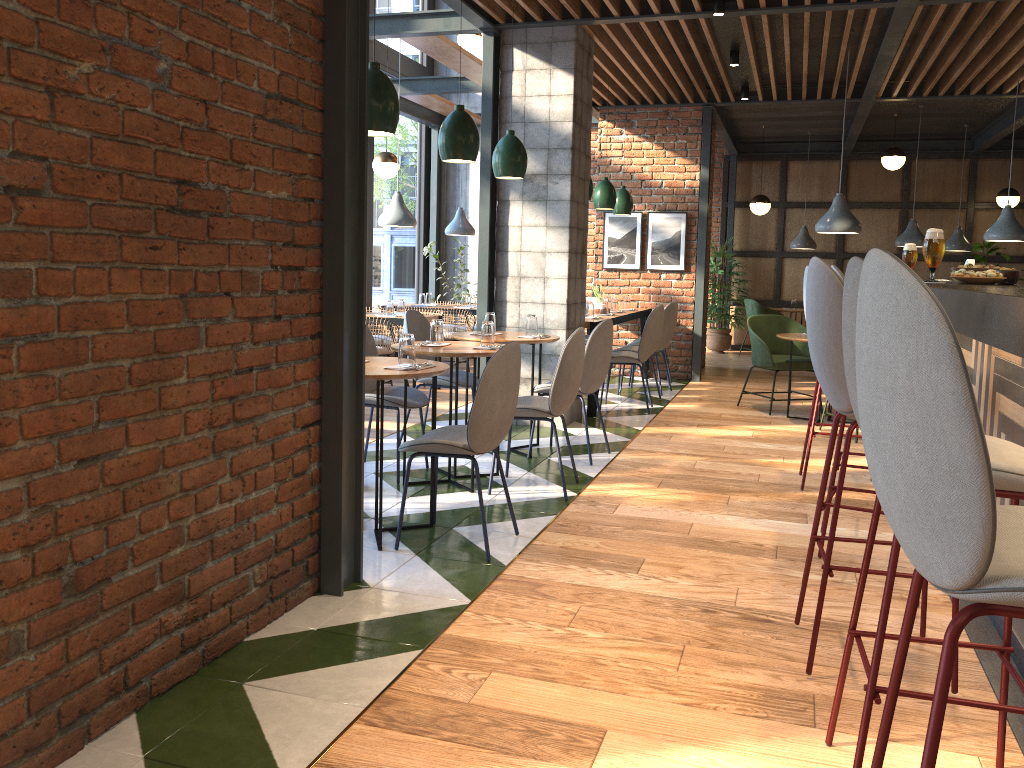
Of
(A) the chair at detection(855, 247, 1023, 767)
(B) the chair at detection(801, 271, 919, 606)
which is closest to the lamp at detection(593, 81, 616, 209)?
(B) the chair at detection(801, 271, 919, 606)

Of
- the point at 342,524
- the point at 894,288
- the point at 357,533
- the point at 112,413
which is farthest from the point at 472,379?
the point at 894,288

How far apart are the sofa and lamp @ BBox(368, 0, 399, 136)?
3.88m

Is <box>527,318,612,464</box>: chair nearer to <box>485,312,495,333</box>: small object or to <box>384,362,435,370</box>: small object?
<box>485,312,495,333</box>: small object

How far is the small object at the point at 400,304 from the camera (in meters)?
8.32

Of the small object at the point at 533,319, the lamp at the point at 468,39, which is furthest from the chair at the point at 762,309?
the small object at the point at 533,319

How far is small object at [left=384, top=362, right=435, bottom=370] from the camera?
3.8 meters

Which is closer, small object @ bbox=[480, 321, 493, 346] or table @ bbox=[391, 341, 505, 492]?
table @ bbox=[391, 341, 505, 492]

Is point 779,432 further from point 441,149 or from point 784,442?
point 441,149

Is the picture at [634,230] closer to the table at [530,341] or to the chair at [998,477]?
the table at [530,341]
